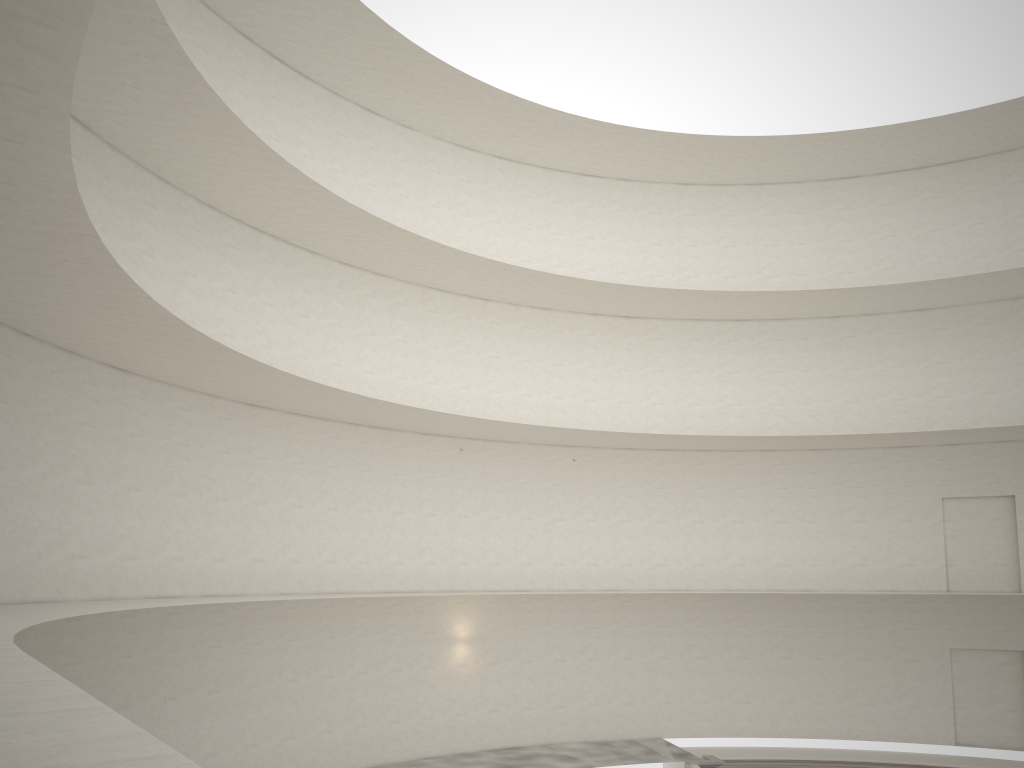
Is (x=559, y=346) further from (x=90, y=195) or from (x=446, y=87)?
(x=90, y=195)

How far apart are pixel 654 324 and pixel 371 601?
12.0m

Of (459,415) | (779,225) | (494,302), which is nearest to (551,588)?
(459,415)
